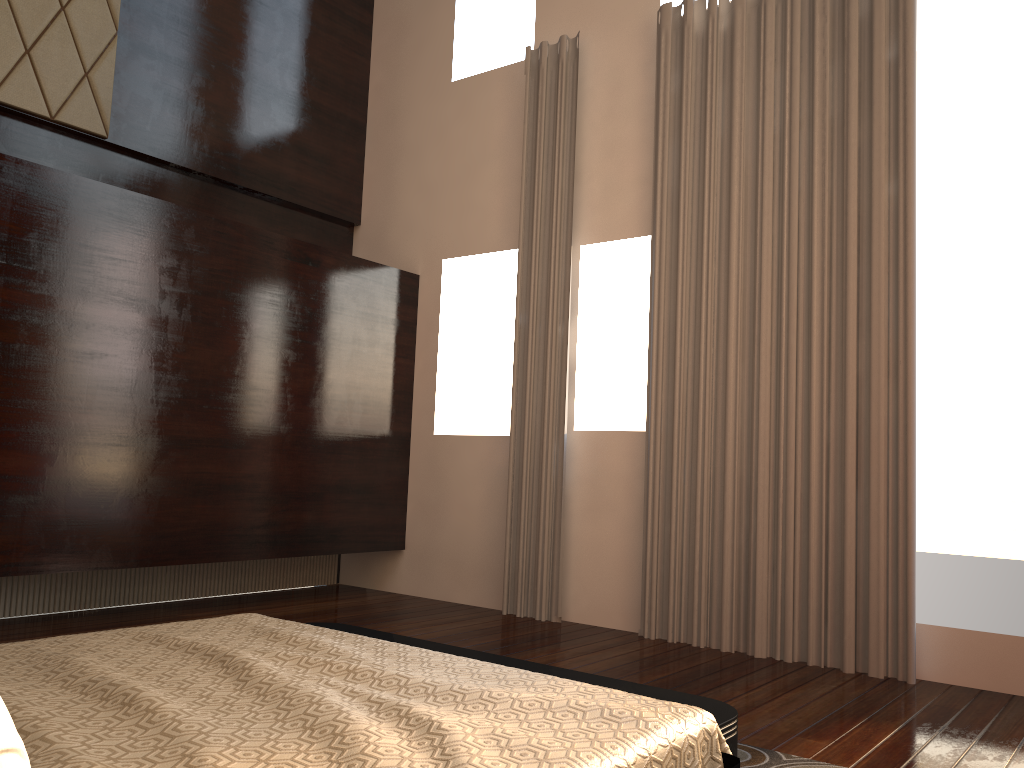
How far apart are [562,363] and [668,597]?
1.4m

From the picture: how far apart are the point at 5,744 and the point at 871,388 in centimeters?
368cm

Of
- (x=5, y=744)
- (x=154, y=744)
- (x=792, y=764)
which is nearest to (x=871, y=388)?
(x=792, y=764)

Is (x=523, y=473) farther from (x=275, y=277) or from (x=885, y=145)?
(x=885, y=145)

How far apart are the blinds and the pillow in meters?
3.6 m

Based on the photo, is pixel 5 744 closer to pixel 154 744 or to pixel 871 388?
pixel 154 744

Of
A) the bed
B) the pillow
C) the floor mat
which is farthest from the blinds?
the pillow

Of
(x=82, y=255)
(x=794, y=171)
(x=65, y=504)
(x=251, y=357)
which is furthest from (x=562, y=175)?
(x=65, y=504)

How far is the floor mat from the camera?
2.6 meters

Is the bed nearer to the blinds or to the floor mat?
the floor mat
